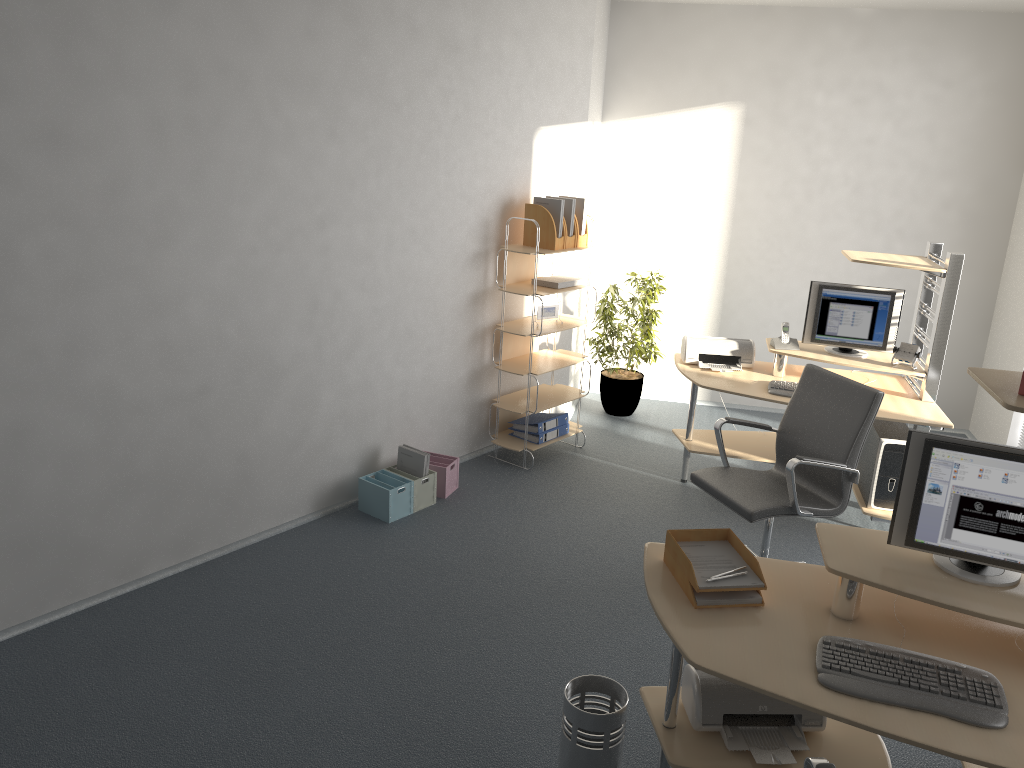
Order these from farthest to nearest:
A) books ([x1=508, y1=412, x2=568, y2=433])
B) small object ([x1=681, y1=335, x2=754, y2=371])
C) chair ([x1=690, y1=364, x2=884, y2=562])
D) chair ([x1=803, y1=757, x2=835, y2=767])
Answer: books ([x1=508, y1=412, x2=568, y2=433]) → small object ([x1=681, y1=335, x2=754, y2=371]) → chair ([x1=690, y1=364, x2=884, y2=562]) → chair ([x1=803, y1=757, x2=835, y2=767])

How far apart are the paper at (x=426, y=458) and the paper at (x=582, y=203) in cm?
179

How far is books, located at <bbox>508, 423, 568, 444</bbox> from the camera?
5.7m

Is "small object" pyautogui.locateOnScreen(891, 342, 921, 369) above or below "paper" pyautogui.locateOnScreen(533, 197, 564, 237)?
below

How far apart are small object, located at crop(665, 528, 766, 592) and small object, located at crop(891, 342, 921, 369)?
2.6m

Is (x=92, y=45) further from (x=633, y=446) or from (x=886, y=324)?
(x=886, y=324)

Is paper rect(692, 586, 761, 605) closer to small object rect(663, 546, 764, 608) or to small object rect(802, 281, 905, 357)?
small object rect(663, 546, 764, 608)

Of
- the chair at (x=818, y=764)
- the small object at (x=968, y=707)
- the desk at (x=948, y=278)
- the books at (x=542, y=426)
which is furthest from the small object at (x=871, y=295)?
the chair at (x=818, y=764)

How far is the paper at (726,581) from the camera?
2.7 meters

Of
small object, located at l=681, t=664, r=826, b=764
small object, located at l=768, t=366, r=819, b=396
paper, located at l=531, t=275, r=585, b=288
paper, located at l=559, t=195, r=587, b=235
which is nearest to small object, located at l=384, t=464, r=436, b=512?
paper, located at l=531, t=275, r=585, b=288
